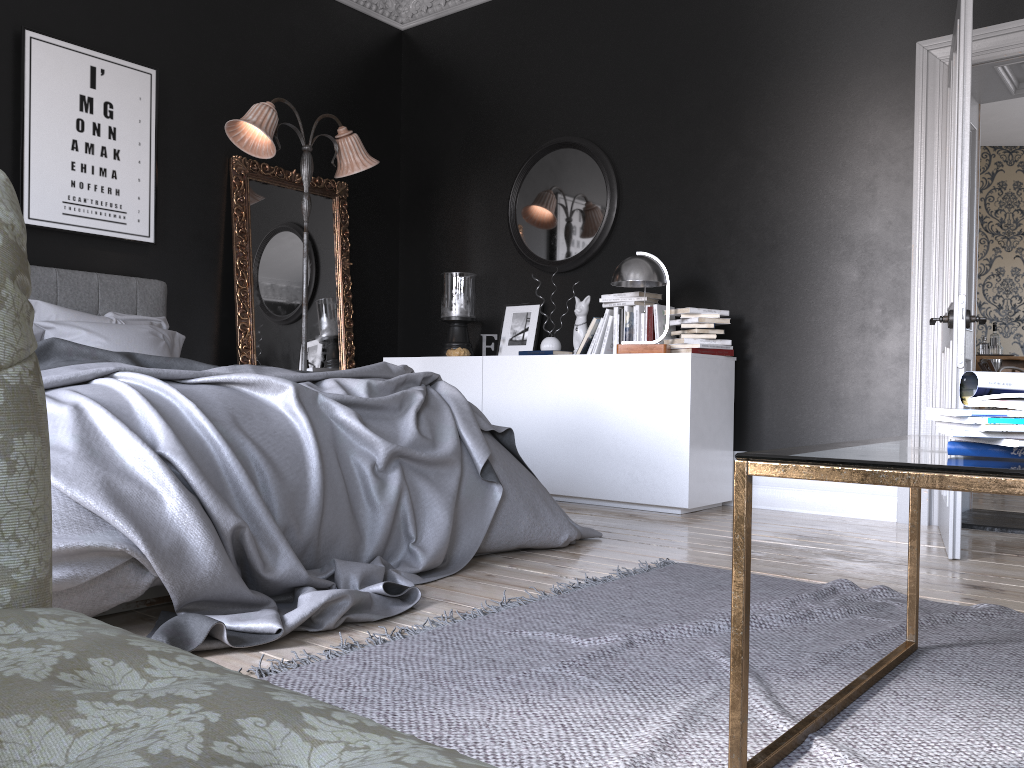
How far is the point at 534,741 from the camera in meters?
1.6

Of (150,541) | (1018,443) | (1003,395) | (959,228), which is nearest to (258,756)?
(1018,443)

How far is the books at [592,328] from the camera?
5.5m

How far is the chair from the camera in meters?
6.4

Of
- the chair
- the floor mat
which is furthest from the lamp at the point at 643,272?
the chair

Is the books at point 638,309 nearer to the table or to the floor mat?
the floor mat

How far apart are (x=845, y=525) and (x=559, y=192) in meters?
2.9

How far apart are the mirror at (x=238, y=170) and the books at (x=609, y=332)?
2.0m

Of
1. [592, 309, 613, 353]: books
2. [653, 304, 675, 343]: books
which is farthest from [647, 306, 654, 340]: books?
[592, 309, 613, 353]: books

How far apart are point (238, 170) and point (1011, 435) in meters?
5.4
